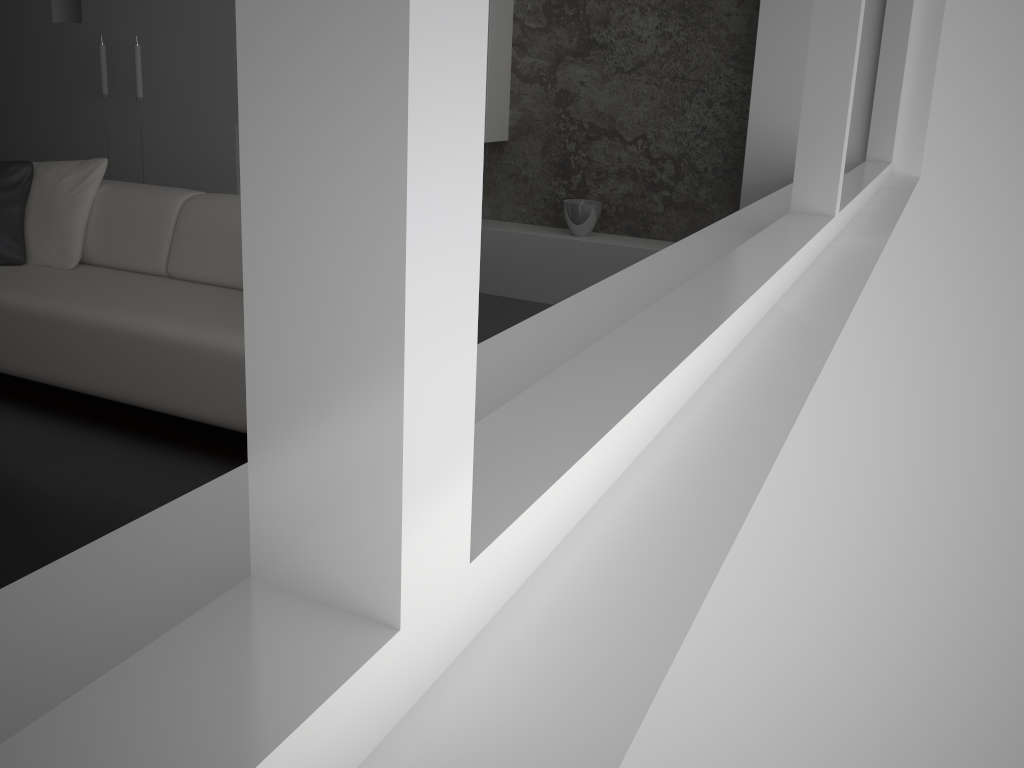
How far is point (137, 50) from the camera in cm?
543

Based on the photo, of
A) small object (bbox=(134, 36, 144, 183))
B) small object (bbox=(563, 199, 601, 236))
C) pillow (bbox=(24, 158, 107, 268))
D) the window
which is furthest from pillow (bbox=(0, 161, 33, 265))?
the window

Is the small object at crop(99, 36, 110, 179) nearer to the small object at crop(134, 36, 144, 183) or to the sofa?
the small object at crop(134, 36, 144, 183)

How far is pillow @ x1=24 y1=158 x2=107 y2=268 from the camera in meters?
3.7

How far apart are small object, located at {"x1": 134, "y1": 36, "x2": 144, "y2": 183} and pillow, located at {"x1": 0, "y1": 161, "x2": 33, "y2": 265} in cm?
197

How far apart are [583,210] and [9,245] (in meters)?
2.72

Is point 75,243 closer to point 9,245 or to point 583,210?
point 9,245

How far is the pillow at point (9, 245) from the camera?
3.7 meters

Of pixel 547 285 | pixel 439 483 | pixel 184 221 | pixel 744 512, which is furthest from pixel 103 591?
pixel 547 285

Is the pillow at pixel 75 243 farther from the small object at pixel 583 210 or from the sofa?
the small object at pixel 583 210
